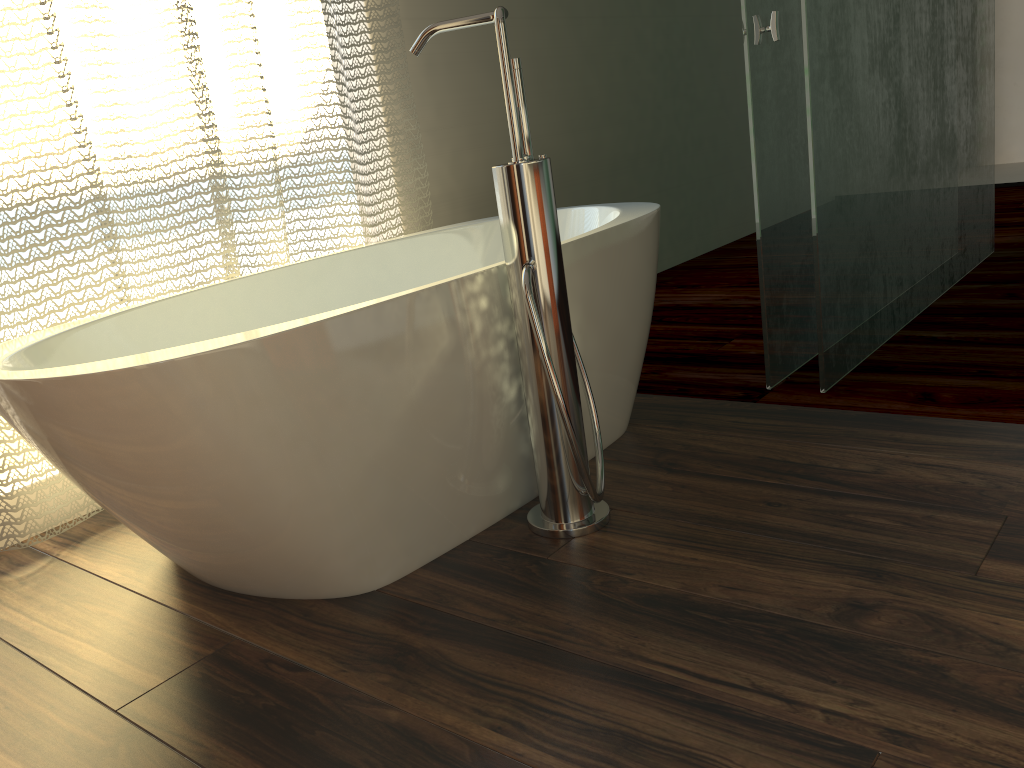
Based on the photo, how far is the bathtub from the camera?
1.2 meters

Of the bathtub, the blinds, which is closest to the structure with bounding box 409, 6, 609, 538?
the bathtub

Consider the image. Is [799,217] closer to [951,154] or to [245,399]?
[951,154]

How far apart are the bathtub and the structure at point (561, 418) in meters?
0.1 m

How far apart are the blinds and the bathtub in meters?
0.1 m

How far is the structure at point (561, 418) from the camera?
1.4 meters

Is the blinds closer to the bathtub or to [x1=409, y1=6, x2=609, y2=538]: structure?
the bathtub

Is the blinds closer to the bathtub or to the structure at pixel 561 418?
the bathtub

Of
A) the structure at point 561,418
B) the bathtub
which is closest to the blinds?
the bathtub

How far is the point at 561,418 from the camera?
1.42m
